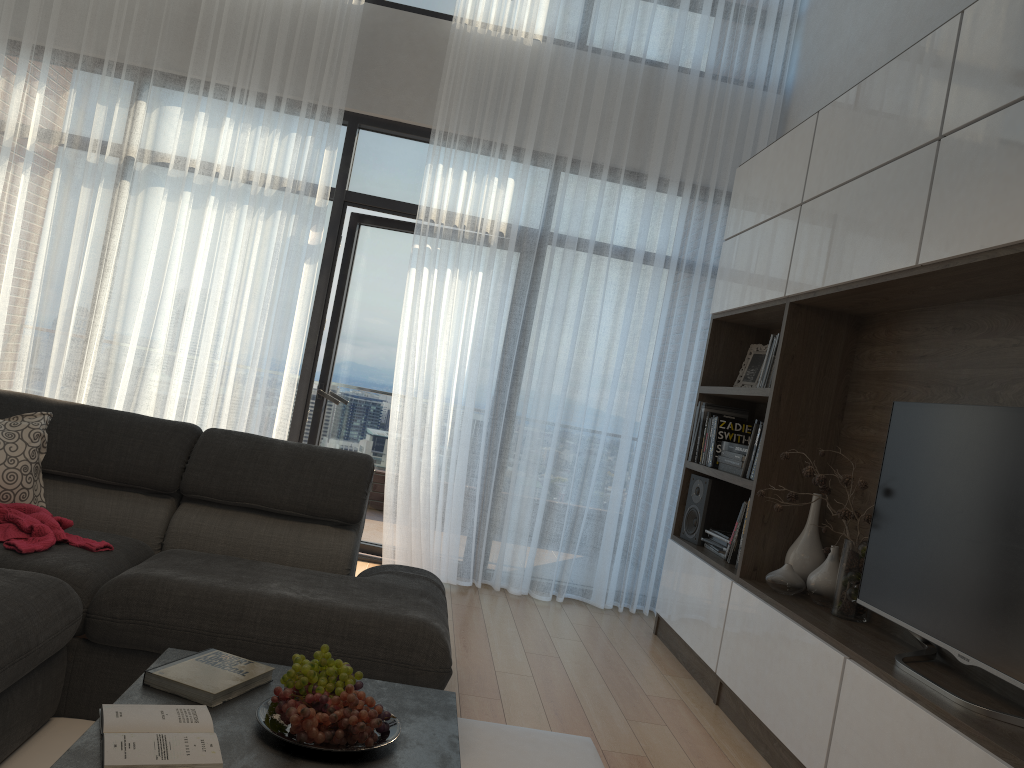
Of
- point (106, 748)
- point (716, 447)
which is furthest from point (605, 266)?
point (106, 748)

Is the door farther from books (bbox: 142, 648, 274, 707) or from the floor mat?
books (bbox: 142, 648, 274, 707)

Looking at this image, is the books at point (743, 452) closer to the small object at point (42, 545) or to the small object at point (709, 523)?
the small object at point (709, 523)

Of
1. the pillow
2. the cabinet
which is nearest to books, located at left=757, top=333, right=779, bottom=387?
the cabinet

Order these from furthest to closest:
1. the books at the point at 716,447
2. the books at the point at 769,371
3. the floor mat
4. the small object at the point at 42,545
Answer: the books at the point at 716,447 < the books at the point at 769,371 < the small object at the point at 42,545 < the floor mat

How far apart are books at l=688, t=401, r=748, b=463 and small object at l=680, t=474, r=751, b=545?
0.1 meters

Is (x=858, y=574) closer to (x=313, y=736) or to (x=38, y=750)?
(x=313, y=736)

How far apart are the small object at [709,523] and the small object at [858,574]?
0.98m

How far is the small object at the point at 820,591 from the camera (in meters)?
3.27

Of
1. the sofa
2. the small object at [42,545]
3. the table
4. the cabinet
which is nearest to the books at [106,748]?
the table
